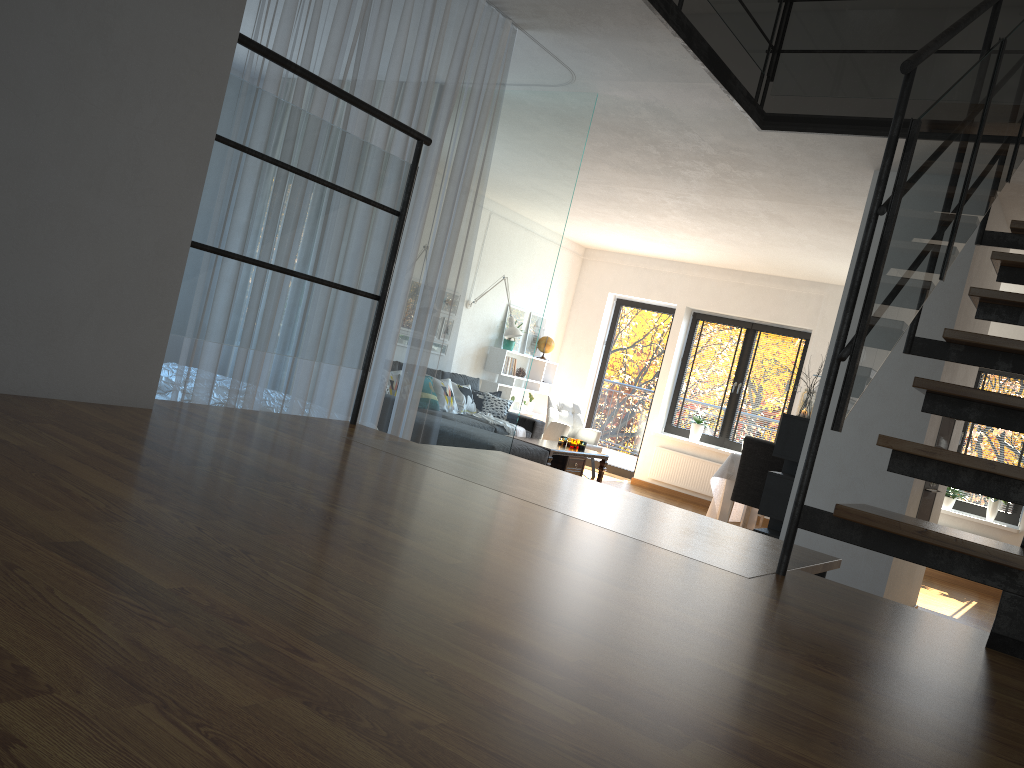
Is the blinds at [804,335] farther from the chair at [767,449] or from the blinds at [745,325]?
the chair at [767,449]

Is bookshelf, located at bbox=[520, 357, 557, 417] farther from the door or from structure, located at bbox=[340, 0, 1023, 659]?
structure, located at bbox=[340, 0, 1023, 659]

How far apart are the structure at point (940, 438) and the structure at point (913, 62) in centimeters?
190cm

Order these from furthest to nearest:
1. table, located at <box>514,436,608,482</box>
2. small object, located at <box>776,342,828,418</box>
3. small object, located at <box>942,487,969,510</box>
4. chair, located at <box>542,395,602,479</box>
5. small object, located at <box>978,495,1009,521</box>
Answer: chair, located at <box>542,395,602,479</box>
small object, located at <box>942,487,969,510</box>
small object, located at <box>978,495,1009,521</box>
table, located at <box>514,436,608,482</box>
small object, located at <box>776,342,828,418</box>

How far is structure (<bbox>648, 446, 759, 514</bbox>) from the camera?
10.35m

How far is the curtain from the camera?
3.5 meters

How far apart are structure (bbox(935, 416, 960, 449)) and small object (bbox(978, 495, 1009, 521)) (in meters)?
3.33

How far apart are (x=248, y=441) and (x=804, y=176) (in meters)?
4.90

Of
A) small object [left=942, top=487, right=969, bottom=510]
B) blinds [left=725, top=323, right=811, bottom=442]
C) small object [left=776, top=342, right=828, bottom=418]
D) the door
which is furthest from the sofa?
small object [left=942, top=487, right=969, bottom=510]

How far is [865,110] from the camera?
9.9 meters
